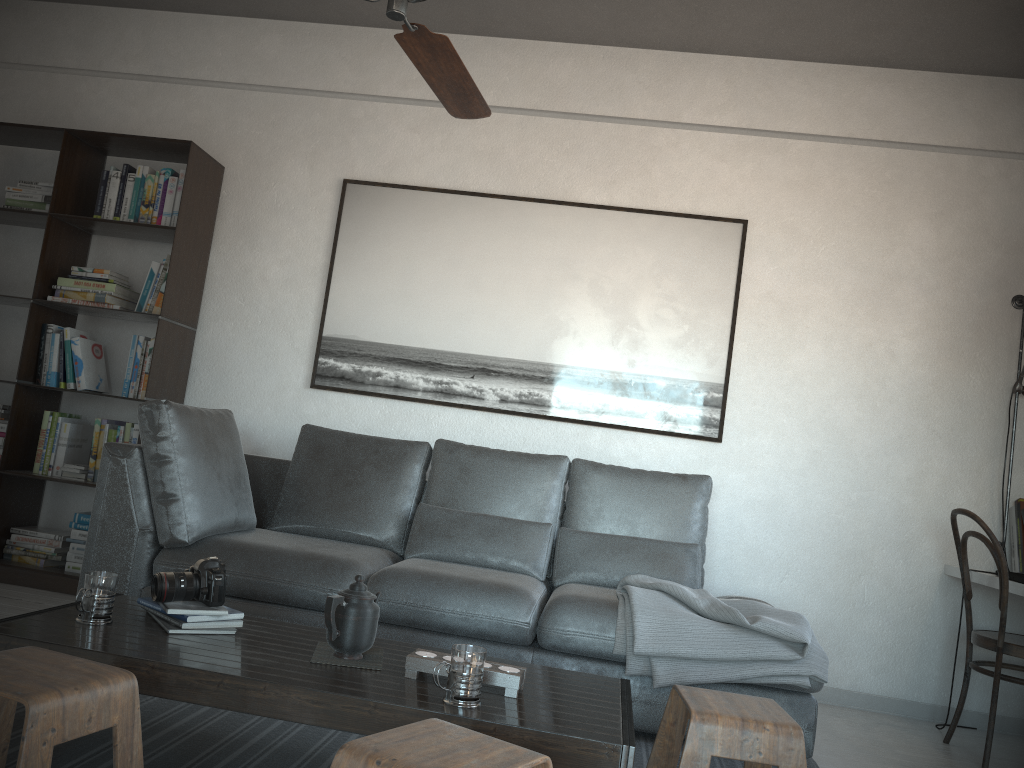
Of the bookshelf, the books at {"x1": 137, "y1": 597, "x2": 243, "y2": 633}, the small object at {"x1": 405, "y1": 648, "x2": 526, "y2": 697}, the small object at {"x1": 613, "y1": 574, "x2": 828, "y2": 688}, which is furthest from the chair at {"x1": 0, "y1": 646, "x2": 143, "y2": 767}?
the bookshelf

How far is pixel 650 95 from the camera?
4.24m

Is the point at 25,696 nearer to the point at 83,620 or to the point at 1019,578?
the point at 83,620

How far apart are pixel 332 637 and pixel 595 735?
0.7 meters

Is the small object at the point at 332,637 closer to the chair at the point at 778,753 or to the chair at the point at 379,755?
the chair at the point at 379,755

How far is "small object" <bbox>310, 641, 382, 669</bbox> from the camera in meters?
2.1

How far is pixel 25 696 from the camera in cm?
147

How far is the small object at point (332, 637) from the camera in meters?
2.1 m

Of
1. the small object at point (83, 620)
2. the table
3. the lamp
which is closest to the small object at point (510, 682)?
the table

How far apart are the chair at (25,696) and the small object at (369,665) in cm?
45
